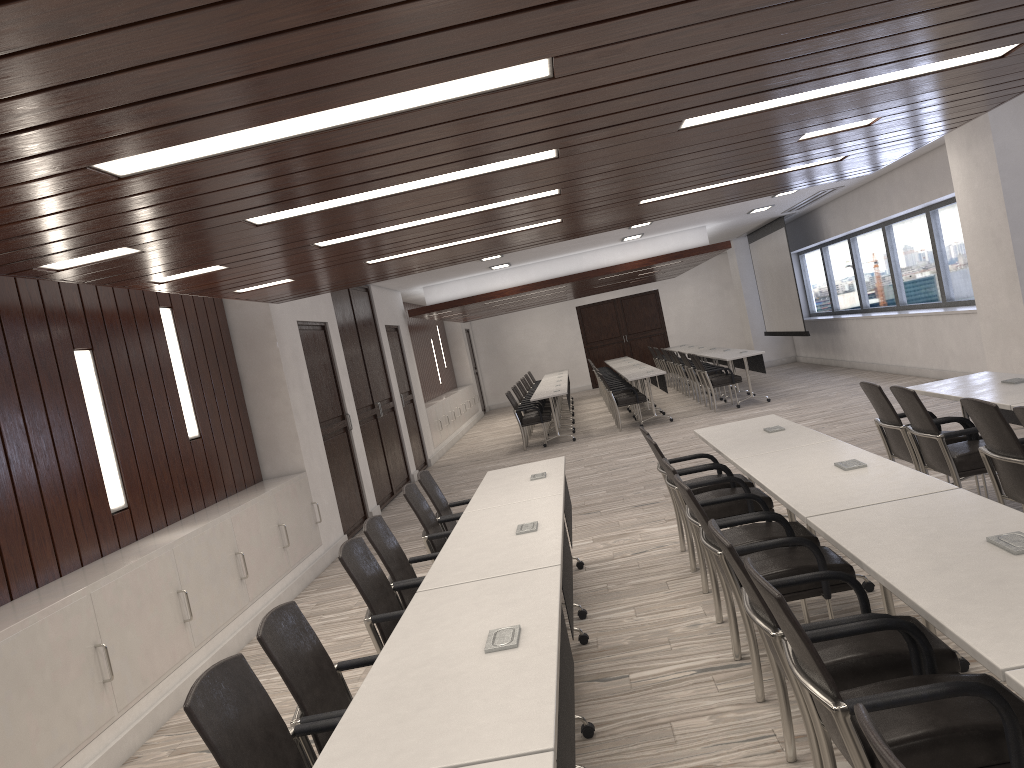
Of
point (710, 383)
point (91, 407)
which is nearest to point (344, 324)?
point (91, 407)

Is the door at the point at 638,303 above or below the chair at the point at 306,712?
above

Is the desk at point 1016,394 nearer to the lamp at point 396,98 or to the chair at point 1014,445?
the chair at point 1014,445

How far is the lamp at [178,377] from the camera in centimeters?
698cm

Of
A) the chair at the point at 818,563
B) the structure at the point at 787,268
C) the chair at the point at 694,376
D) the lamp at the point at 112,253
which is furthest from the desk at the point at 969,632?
the structure at the point at 787,268

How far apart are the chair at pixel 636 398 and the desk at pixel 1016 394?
7.61m

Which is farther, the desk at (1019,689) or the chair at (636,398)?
the chair at (636,398)

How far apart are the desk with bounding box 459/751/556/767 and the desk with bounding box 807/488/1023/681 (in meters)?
0.95

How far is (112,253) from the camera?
4.26m

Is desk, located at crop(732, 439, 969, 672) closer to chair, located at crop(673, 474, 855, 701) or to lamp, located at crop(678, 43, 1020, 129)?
chair, located at crop(673, 474, 855, 701)
